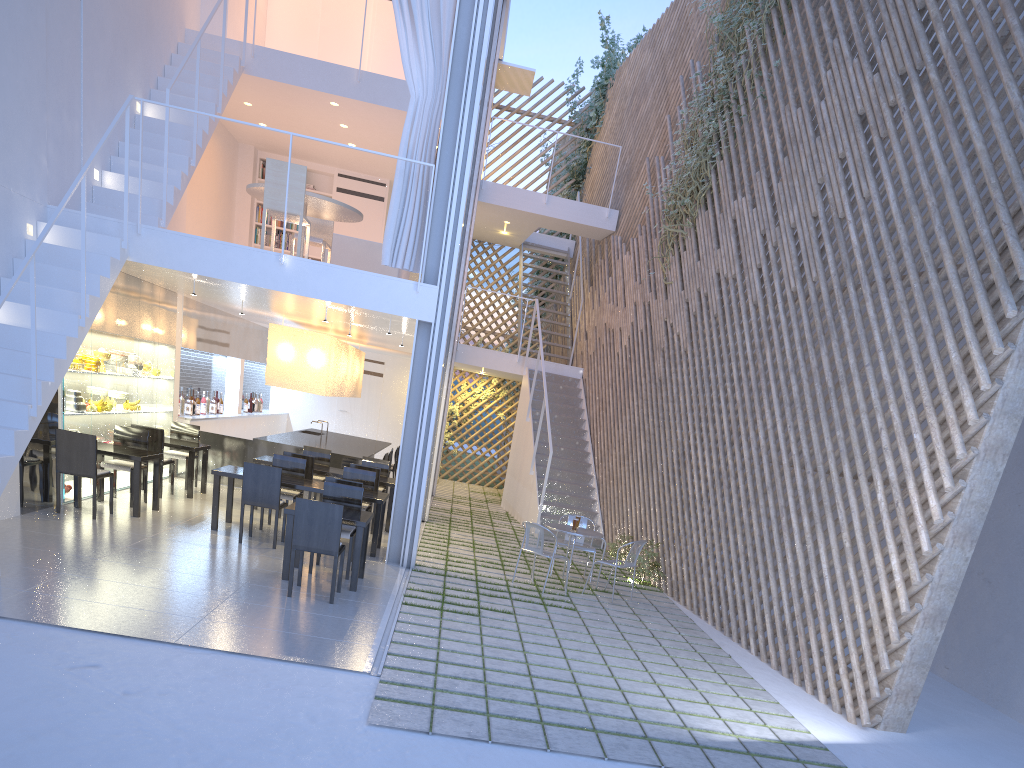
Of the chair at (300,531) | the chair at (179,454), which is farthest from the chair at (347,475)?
the chair at (179,454)

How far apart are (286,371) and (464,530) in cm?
181

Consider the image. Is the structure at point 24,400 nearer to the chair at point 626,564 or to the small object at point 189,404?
the small object at point 189,404

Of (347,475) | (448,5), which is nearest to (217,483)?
(347,475)

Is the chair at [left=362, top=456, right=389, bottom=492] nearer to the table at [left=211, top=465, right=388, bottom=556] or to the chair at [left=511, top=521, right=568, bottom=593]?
the table at [left=211, top=465, right=388, bottom=556]

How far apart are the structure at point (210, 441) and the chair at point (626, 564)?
3.1m

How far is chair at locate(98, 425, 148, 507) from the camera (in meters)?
4.74

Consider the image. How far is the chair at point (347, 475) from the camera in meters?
5.0

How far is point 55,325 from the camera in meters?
3.8 m

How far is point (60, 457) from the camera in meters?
4.2 m
